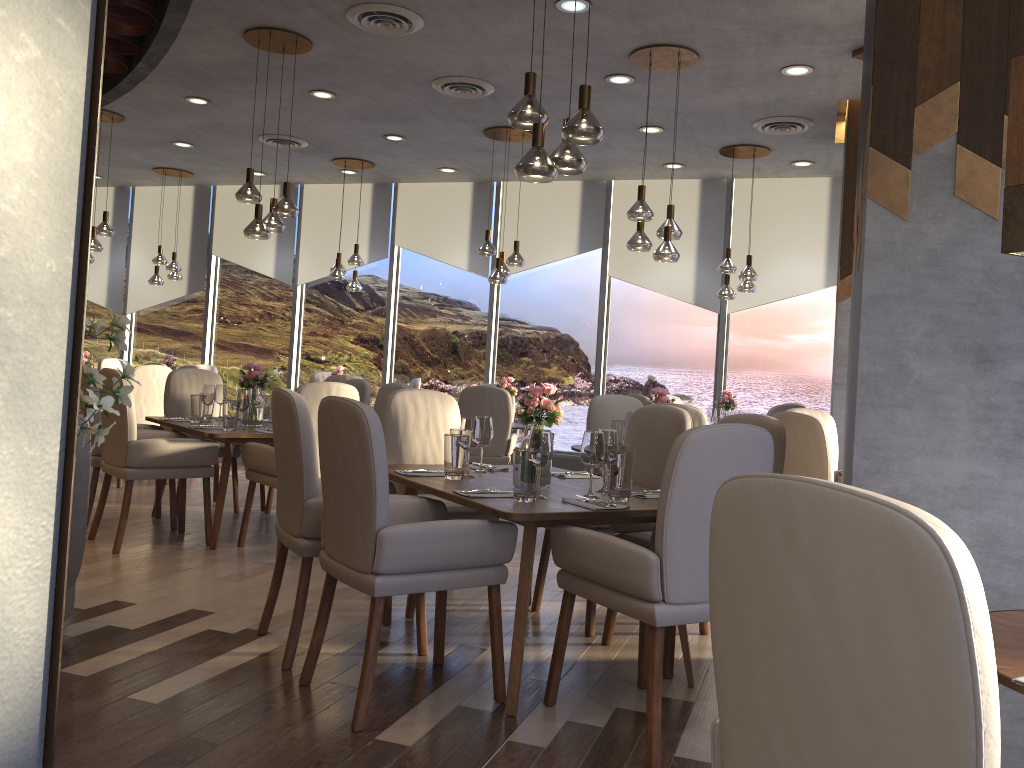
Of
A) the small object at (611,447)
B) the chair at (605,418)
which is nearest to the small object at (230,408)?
the chair at (605,418)

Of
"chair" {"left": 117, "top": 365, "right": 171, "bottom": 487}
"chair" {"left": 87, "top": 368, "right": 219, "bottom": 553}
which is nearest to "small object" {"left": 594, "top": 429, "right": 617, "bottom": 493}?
"chair" {"left": 87, "top": 368, "right": 219, "bottom": 553}

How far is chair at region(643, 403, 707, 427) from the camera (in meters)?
4.78

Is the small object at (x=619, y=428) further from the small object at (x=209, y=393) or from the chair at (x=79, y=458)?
the chair at (x=79, y=458)

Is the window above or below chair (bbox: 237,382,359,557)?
above

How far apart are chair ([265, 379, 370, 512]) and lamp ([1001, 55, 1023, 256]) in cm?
535

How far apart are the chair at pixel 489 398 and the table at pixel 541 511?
2.9 meters

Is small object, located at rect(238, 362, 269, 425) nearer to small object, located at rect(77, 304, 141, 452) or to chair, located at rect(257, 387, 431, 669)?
chair, located at rect(257, 387, 431, 669)

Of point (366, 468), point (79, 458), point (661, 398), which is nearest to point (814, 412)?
point (661, 398)

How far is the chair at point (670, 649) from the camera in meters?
3.4
